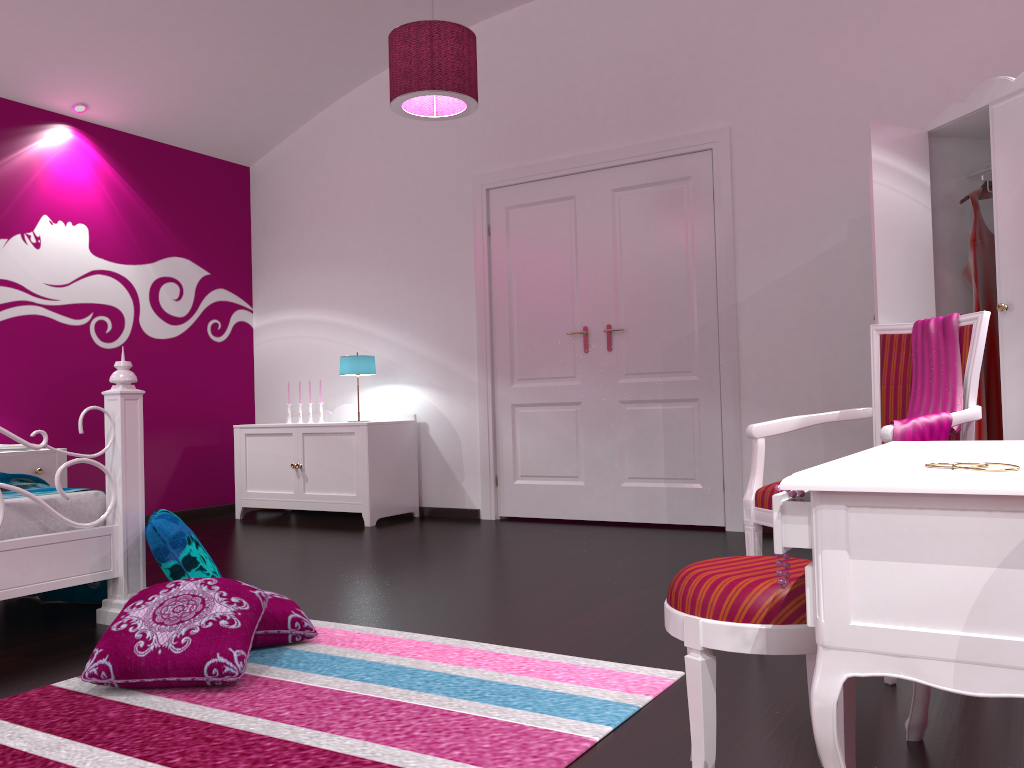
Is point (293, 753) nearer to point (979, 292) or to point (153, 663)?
point (153, 663)

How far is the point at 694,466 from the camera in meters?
4.8

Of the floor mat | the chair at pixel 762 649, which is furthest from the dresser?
the chair at pixel 762 649

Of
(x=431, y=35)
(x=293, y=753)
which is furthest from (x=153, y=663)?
(x=431, y=35)

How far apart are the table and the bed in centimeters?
238cm

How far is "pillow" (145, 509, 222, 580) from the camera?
2.86m

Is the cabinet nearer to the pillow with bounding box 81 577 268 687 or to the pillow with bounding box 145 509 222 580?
the pillow with bounding box 145 509 222 580

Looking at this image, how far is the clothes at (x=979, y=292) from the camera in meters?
3.7

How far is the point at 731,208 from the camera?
4.64m

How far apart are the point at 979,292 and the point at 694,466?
1.7 meters
